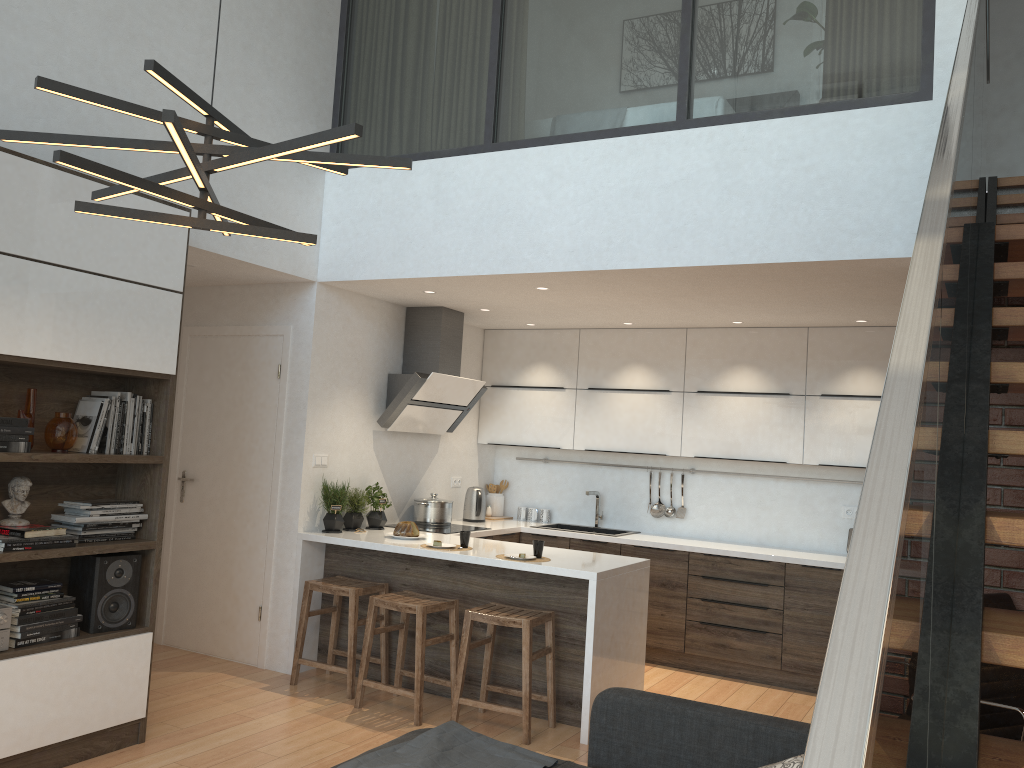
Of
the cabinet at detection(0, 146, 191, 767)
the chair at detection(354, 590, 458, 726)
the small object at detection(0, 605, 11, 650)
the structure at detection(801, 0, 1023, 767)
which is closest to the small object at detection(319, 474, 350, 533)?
the chair at detection(354, 590, 458, 726)

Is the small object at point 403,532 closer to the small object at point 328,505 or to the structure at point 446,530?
the small object at point 328,505

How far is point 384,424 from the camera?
5.99m

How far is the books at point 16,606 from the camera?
3.60m

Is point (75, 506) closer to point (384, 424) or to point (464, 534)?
point (464, 534)

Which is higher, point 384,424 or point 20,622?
point 384,424

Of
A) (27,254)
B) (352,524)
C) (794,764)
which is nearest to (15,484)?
(27,254)

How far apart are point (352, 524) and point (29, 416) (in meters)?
2.30

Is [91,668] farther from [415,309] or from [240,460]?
[415,309]

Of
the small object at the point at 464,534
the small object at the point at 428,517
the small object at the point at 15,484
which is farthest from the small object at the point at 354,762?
the small object at the point at 428,517
